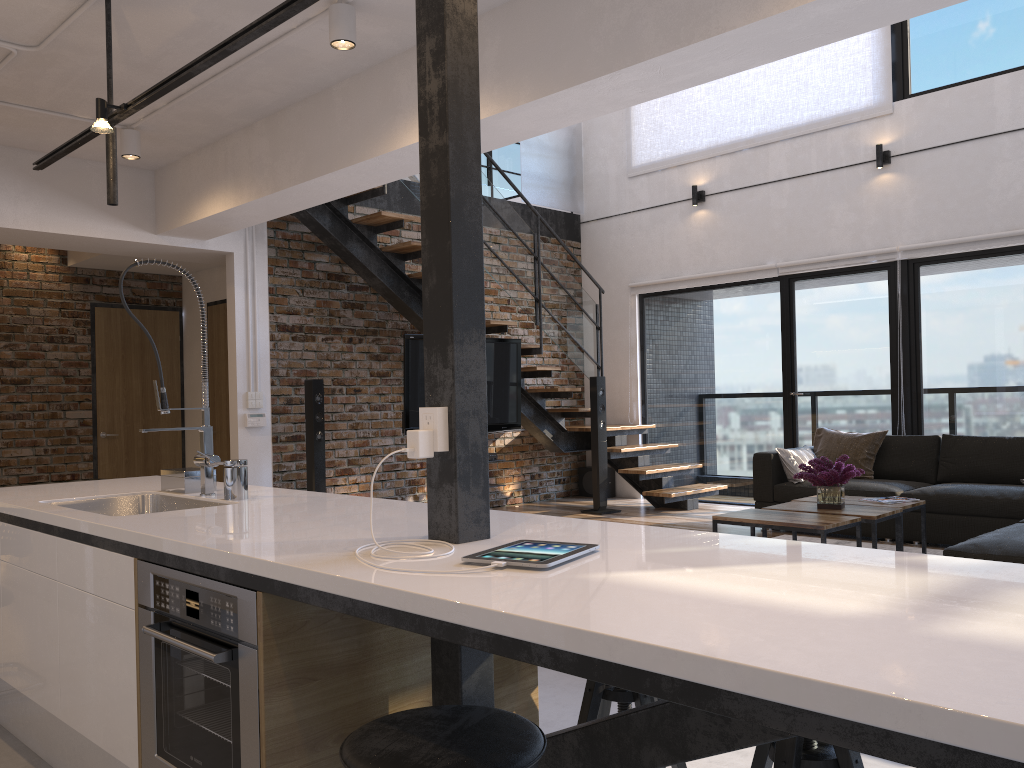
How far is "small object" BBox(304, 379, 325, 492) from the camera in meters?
6.5 m

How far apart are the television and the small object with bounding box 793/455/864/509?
2.7 meters

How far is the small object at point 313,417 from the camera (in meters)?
6.54

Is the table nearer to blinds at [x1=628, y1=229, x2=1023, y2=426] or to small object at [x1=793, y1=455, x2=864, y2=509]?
small object at [x1=793, y1=455, x2=864, y2=509]

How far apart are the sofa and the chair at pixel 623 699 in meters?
2.1

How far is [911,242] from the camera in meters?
7.0

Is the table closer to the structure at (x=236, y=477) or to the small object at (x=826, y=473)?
the small object at (x=826, y=473)

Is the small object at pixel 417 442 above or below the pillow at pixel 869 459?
above

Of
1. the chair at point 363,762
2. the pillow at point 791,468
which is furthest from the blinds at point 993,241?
the chair at point 363,762

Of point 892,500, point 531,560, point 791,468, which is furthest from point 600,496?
point 531,560
